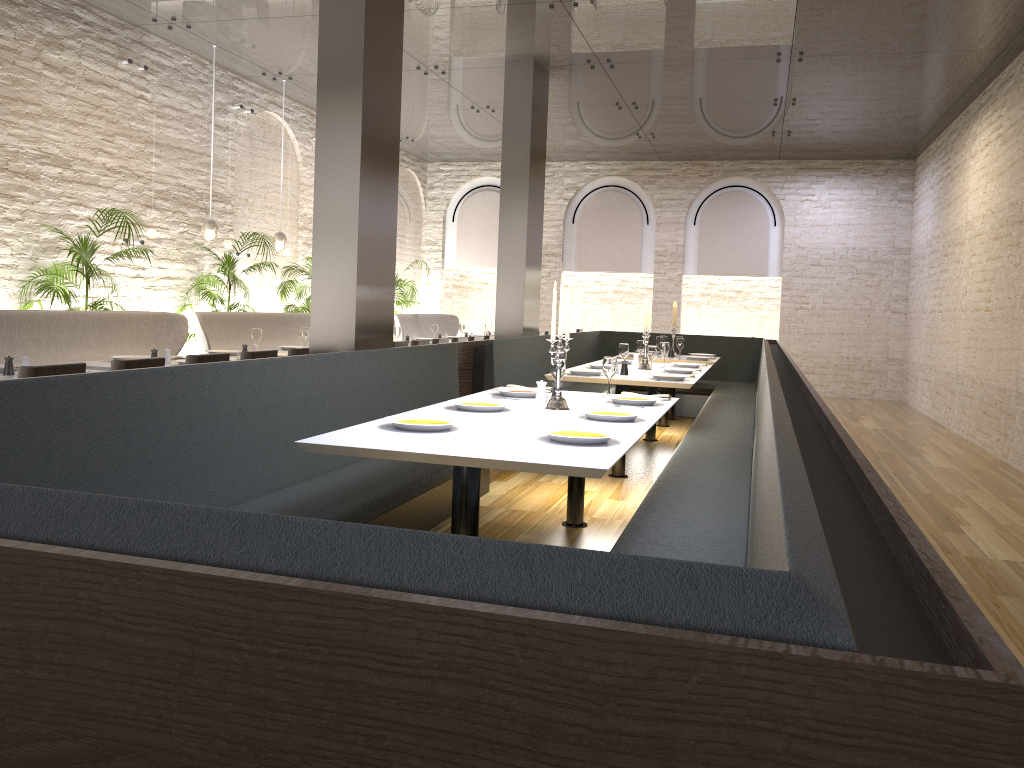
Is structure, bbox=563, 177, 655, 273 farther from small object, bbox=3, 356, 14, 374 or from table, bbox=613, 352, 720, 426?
small object, bbox=3, 356, 14, 374

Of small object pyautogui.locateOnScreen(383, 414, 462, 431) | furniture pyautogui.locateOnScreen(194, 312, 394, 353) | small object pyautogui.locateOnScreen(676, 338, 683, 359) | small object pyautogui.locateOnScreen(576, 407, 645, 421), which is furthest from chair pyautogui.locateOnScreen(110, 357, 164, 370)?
small object pyautogui.locateOnScreen(676, 338, 683, 359)

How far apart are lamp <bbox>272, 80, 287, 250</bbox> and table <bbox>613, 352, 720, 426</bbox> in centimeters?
466cm

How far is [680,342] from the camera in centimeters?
958cm

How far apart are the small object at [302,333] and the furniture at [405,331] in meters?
5.0

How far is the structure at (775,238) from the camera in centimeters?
1476cm

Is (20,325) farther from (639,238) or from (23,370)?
(639,238)

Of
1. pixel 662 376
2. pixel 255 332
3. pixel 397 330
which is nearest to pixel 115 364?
pixel 255 332

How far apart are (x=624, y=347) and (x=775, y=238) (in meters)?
8.46

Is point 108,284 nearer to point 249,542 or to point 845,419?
point 249,542
